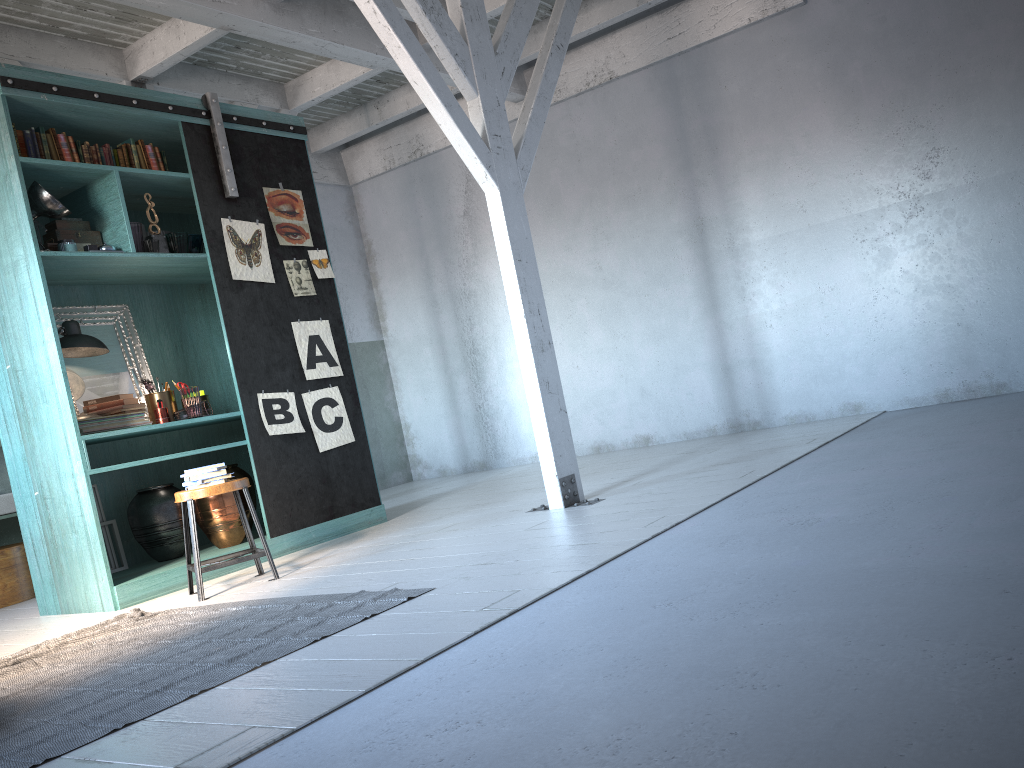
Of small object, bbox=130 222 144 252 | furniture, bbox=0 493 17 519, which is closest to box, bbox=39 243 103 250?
small object, bbox=130 222 144 252

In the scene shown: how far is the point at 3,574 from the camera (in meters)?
7.18

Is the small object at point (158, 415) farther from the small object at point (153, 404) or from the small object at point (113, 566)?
the small object at point (113, 566)

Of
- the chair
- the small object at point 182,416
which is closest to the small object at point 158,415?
the small object at point 182,416

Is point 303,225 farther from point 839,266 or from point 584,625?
point 584,625

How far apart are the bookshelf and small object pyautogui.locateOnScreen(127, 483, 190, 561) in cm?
11

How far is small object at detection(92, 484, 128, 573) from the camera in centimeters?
657cm

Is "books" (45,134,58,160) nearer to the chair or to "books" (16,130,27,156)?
"books" (16,130,27,156)

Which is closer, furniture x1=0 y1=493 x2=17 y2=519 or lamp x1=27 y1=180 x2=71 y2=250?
lamp x1=27 y1=180 x2=71 y2=250

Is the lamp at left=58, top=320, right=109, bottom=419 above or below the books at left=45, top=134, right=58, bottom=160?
below
